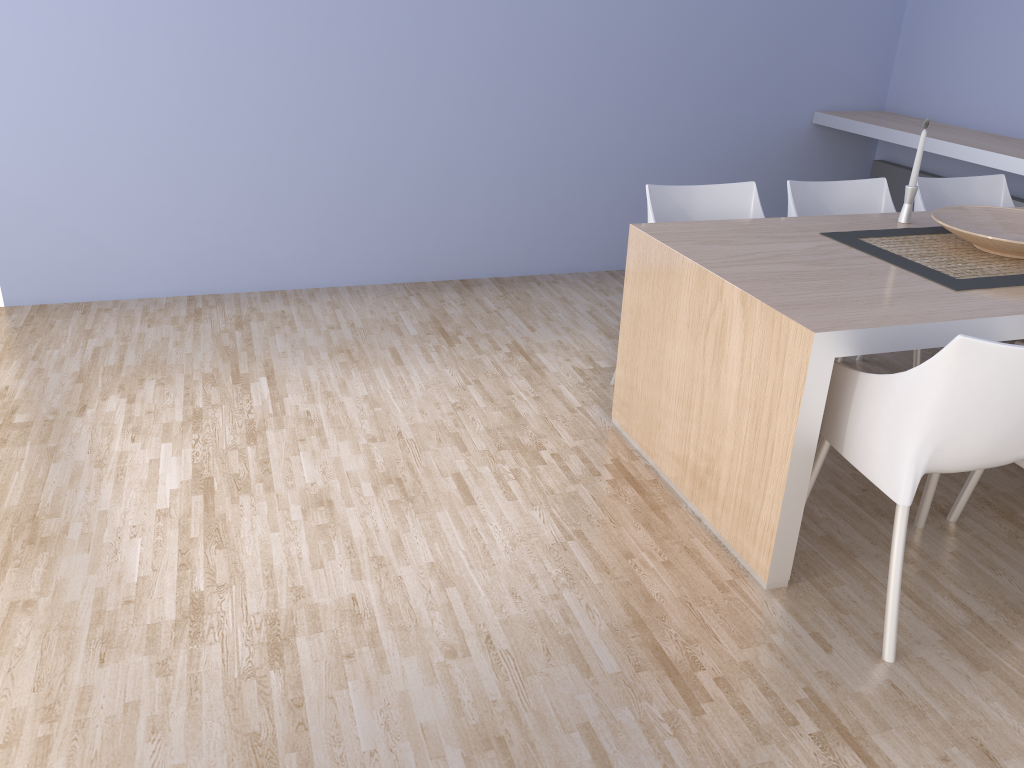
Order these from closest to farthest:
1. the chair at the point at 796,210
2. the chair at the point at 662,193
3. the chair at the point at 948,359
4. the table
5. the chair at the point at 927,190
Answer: the chair at the point at 948,359, the table, the chair at the point at 662,193, the chair at the point at 796,210, the chair at the point at 927,190

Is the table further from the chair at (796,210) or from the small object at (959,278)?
the chair at (796,210)

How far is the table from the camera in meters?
2.1

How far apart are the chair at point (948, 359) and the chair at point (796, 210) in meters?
0.9 m

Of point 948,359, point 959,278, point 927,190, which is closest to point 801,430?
point 948,359

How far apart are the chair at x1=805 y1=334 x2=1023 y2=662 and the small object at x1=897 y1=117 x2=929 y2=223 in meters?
1.0 m

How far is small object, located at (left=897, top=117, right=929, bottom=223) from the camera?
3.0m

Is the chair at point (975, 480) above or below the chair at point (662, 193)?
A: below

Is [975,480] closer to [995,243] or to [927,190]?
[995,243]

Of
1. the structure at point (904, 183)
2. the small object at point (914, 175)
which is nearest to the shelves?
the structure at point (904, 183)
